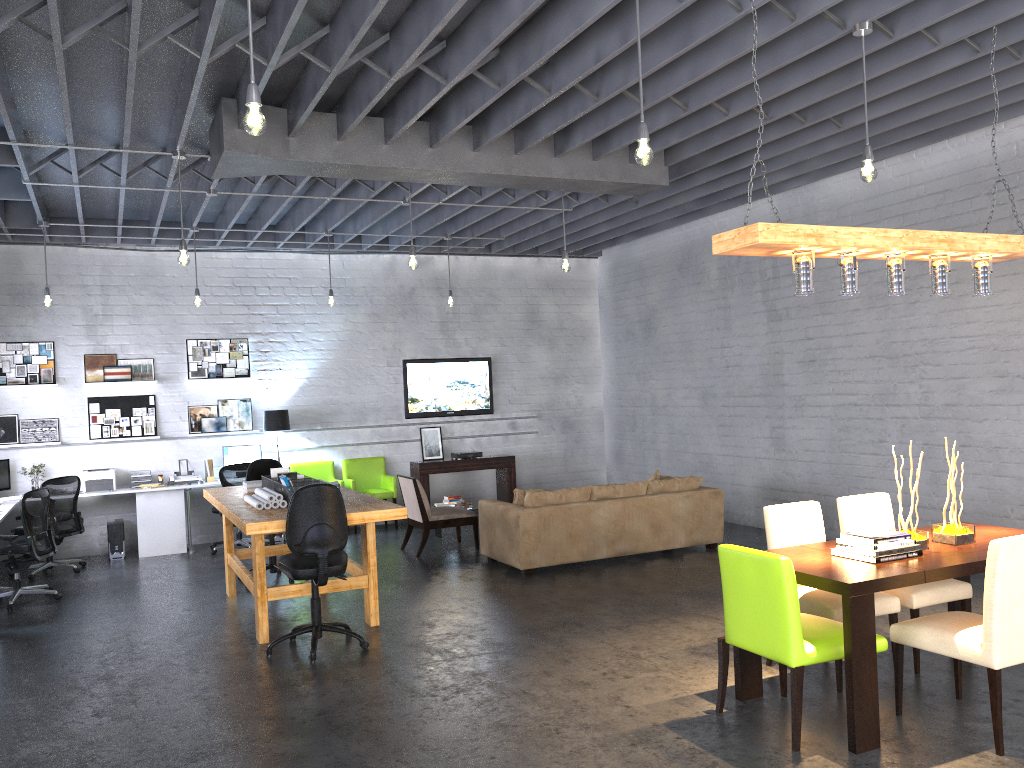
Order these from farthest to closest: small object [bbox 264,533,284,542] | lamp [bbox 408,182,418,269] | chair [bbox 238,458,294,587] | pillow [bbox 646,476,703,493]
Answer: small object [bbox 264,533,284,542]
pillow [bbox 646,476,703,493]
chair [bbox 238,458,294,587]
lamp [bbox 408,182,418,269]

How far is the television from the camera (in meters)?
12.15

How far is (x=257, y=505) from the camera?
6.5 meters

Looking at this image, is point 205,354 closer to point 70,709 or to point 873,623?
point 70,709

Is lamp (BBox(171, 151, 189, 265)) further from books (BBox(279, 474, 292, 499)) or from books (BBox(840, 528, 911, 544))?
books (BBox(840, 528, 911, 544))

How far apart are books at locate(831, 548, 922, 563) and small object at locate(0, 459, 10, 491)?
9.1 meters

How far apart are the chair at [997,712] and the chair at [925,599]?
0.4m

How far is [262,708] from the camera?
5.0m

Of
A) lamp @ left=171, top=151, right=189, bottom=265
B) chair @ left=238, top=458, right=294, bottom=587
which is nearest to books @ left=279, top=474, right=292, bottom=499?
lamp @ left=171, top=151, right=189, bottom=265

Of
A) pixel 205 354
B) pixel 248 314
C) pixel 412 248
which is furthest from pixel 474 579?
pixel 248 314
